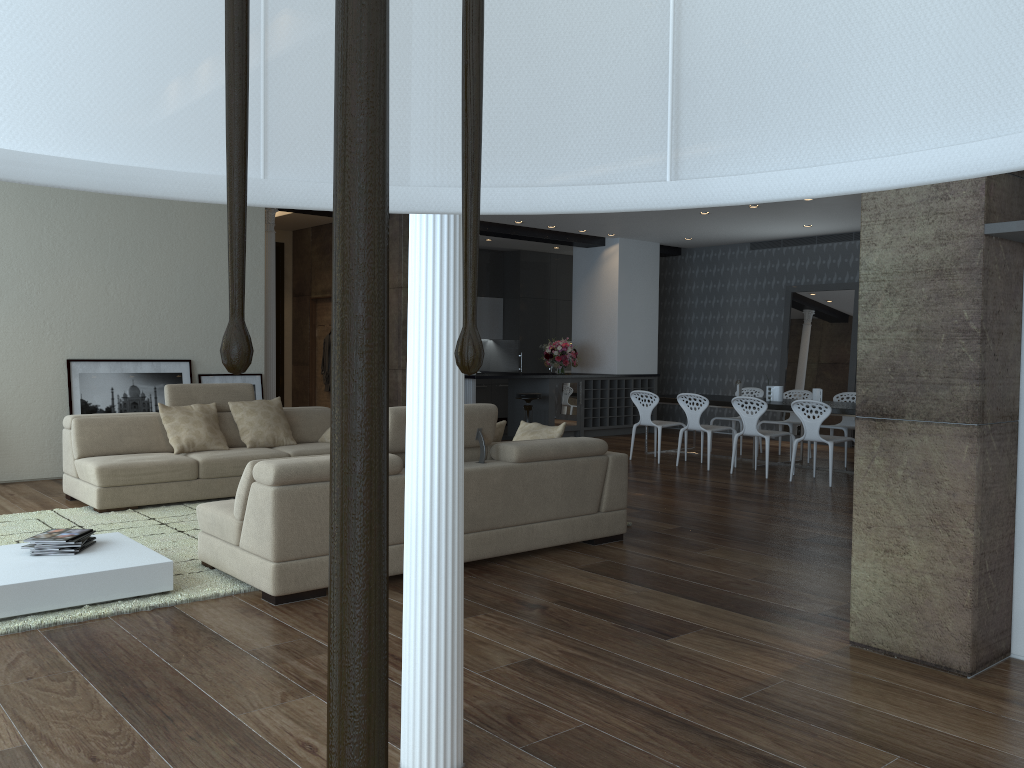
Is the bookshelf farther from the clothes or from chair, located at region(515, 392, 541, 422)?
the clothes

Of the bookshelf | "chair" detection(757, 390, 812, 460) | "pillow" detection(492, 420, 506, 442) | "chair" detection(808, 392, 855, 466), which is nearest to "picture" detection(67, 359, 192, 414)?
"pillow" detection(492, 420, 506, 442)

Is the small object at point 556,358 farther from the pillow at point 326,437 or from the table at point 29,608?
the table at point 29,608

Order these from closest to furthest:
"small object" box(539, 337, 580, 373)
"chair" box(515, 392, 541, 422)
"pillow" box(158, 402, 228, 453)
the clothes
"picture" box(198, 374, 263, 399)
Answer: "pillow" box(158, 402, 228, 453)
"picture" box(198, 374, 263, 399)
"chair" box(515, 392, 541, 422)
the clothes
"small object" box(539, 337, 580, 373)

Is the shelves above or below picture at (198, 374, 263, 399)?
below

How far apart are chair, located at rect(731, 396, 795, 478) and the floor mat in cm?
541

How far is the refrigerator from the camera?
12.7m

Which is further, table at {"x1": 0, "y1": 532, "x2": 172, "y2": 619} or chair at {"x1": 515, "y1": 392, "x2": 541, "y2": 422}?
chair at {"x1": 515, "y1": 392, "x2": 541, "y2": 422}

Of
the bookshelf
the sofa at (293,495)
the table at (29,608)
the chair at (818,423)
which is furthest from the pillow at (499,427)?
the chair at (818,423)

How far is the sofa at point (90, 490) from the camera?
6.7 meters
